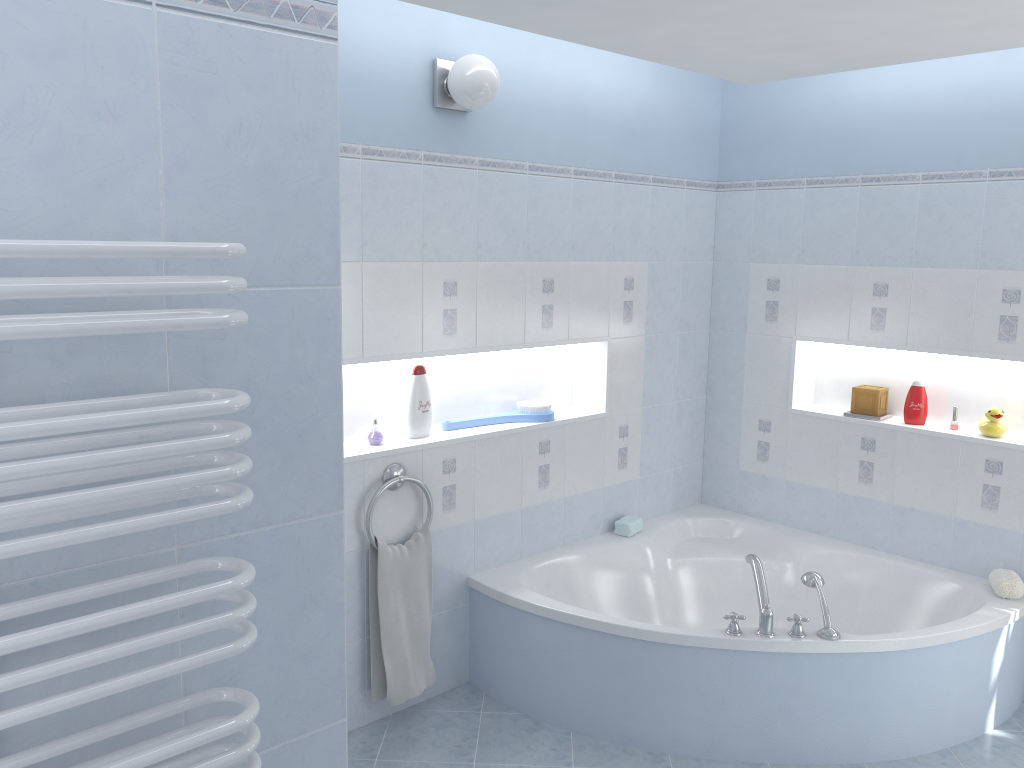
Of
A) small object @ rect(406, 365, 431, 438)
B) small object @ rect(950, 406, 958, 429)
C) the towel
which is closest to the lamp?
small object @ rect(406, 365, 431, 438)

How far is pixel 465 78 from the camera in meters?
3.0 m

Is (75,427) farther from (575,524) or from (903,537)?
(903,537)

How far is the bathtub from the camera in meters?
3.0

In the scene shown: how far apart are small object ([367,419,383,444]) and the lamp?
1.2m

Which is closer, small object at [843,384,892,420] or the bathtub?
the bathtub

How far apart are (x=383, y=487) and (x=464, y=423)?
0.5 meters

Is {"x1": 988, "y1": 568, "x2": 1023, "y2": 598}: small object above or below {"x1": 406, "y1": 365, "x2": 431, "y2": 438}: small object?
below

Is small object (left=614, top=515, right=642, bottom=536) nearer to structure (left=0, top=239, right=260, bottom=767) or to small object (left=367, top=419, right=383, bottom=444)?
small object (left=367, top=419, right=383, bottom=444)

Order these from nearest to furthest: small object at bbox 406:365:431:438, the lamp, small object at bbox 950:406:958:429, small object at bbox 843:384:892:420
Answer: the lamp, small object at bbox 406:365:431:438, small object at bbox 950:406:958:429, small object at bbox 843:384:892:420
